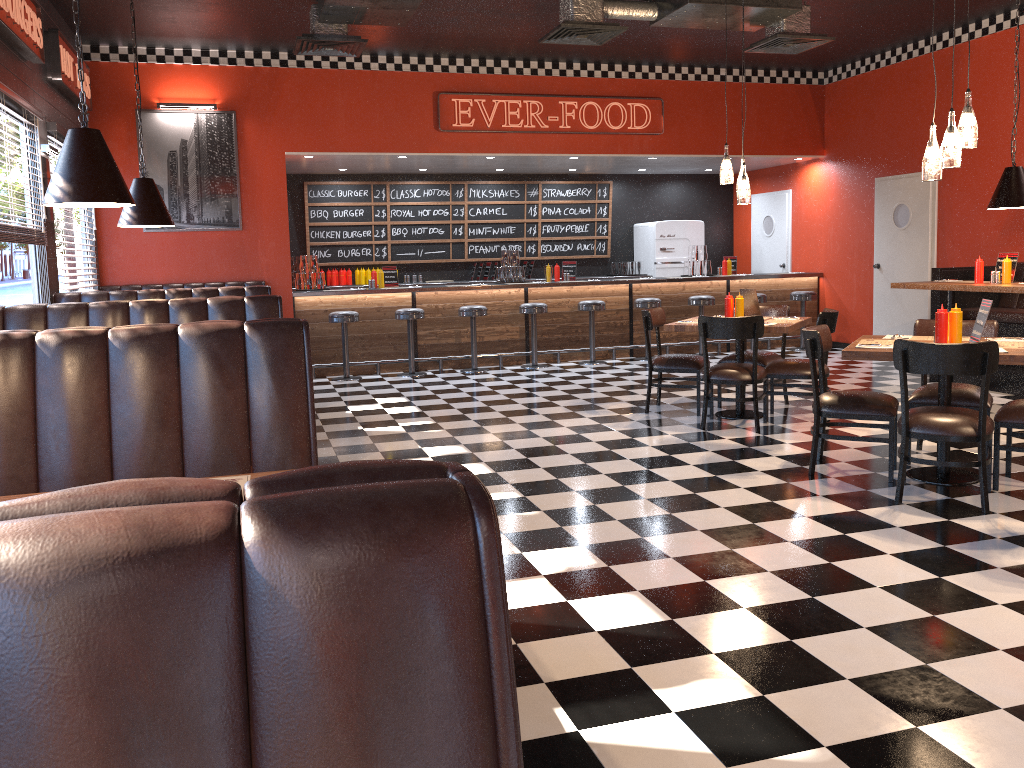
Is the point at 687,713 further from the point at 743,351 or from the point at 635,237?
the point at 635,237

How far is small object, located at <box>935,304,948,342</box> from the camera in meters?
4.9 m

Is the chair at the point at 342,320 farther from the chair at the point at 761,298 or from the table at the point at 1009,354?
the table at the point at 1009,354

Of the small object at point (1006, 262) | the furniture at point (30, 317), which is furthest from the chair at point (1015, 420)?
the furniture at point (30, 317)

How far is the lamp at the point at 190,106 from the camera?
9.4 meters

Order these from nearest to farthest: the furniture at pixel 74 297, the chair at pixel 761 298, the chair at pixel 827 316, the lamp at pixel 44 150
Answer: the chair at pixel 827 316, the lamp at pixel 44 150, the furniture at pixel 74 297, the chair at pixel 761 298

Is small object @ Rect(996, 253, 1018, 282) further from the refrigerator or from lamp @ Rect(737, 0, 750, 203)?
the refrigerator

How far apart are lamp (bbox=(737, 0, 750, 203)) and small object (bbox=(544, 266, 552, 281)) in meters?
4.4

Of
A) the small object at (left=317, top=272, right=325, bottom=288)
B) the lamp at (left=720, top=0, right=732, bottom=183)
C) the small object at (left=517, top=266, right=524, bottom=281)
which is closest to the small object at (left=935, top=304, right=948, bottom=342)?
the lamp at (left=720, top=0, right=732, bottom=183)

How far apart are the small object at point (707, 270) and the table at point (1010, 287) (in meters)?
3.99
